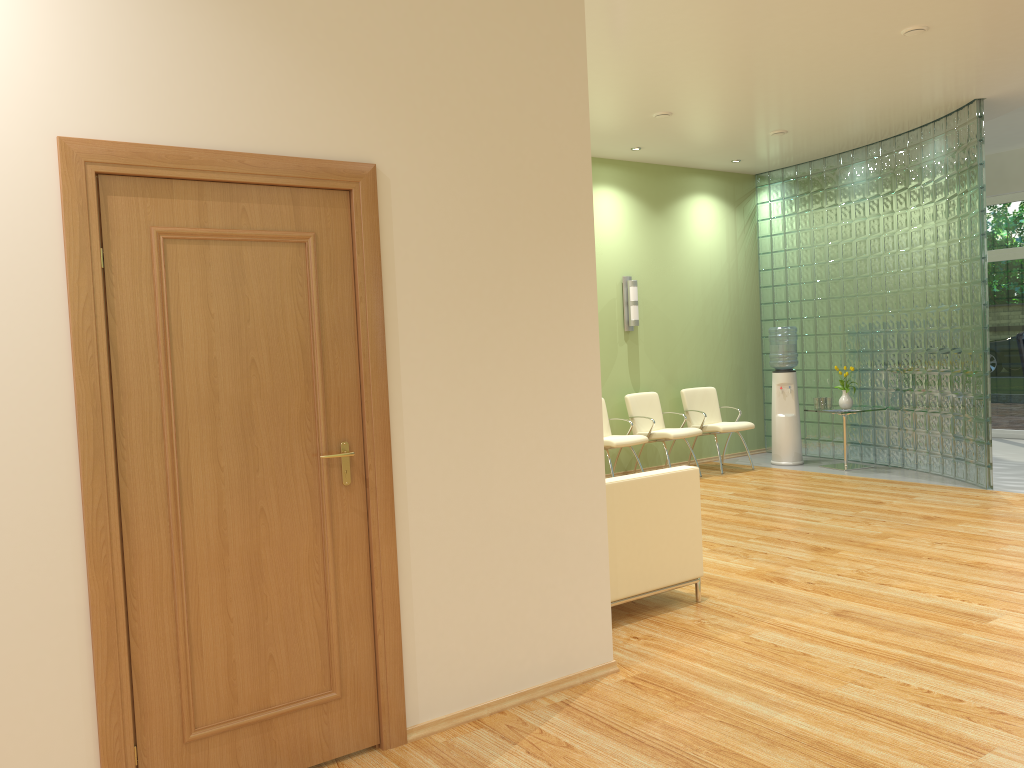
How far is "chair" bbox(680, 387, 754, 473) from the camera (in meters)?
9.35

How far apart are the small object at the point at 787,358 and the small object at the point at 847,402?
0.5m

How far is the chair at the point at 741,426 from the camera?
9.4 meters

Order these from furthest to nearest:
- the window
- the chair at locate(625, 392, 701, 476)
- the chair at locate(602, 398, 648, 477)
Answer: the window < the chair at locate(625, 392, 701, 476) < the chair at locate(602, 398, 648, 477)

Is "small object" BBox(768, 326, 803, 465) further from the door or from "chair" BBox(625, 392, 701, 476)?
the door

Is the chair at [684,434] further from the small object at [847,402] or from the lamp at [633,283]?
the small object at [847,402]

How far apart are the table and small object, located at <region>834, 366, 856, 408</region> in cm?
63

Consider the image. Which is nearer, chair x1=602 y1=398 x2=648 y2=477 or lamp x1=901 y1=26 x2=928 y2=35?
lamp x1=901 y1=26 x2=928 y2=35

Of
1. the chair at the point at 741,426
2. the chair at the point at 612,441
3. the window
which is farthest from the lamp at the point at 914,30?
the window

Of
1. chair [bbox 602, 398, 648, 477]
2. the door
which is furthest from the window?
the door
